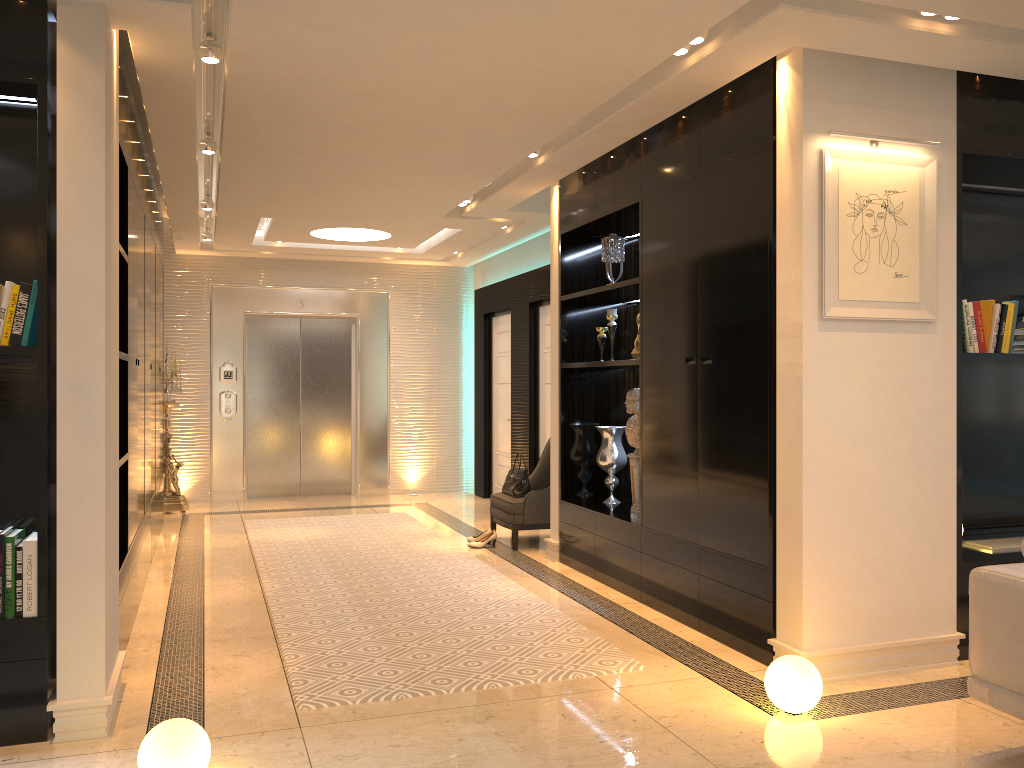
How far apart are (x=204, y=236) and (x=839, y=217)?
6.58m

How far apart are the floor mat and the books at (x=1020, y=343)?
2.54m

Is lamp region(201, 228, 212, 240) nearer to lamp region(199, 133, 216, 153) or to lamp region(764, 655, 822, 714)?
lamp region(199, 133, 216, 153)

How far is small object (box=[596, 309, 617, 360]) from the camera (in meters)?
5.86

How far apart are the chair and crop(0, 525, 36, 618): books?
3.9 meters

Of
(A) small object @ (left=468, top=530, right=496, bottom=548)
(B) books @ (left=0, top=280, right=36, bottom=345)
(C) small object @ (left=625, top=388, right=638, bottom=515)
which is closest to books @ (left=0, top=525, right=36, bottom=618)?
(B) books @ (left=0, top=280, right=36, bottom=345)

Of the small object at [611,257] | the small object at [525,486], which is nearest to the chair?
the small object at [525,486]

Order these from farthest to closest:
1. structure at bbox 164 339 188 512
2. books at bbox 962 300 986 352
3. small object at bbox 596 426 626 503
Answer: structure at bbox 164 339 188 512 < small object at bbox 596 426 626 503 < books at bbox 962 300 986 352

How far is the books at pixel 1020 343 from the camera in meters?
4.5 m

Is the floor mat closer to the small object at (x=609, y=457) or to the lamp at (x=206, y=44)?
the small object at (x=609, y=457)
